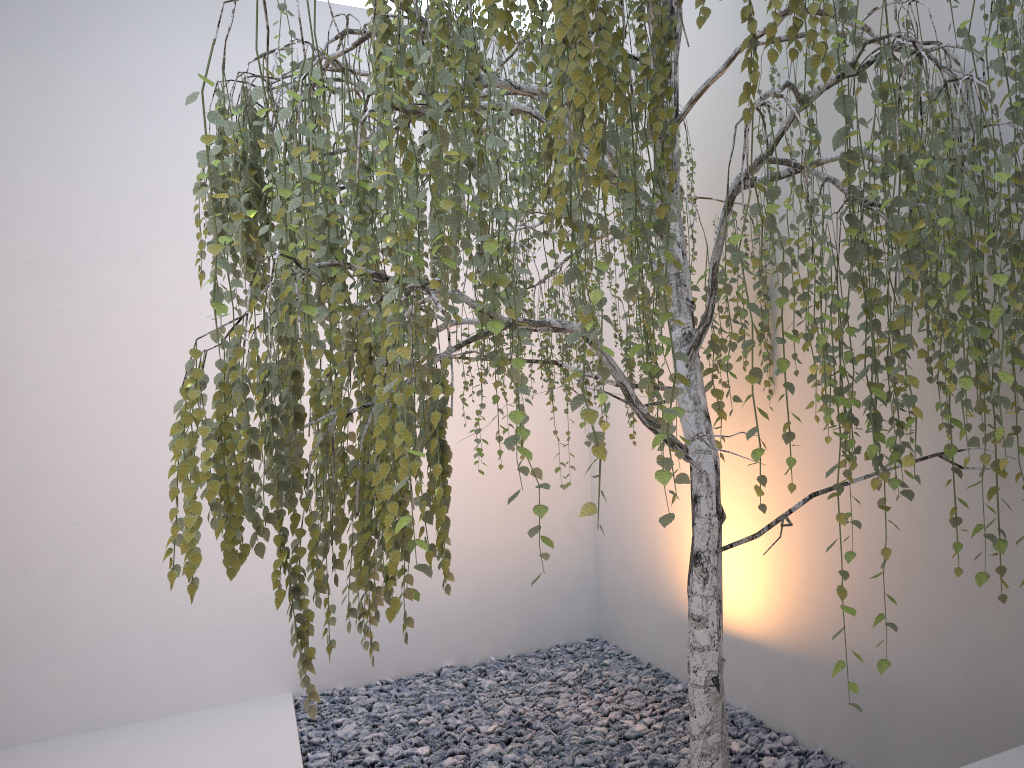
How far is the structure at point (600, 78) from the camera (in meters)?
1.34

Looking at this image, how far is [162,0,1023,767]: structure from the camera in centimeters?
134cm

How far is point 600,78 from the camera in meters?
1.3

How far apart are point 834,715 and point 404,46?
2.2 meters
